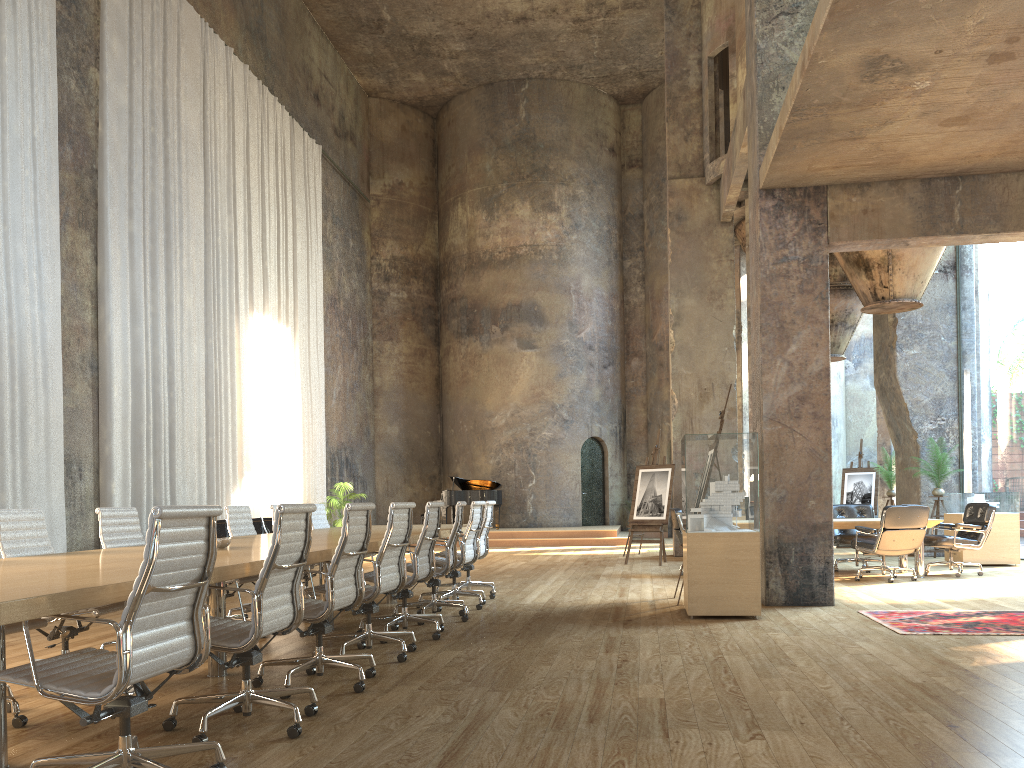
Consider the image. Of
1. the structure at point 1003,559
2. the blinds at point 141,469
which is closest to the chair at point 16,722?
the blinds at point 141,469

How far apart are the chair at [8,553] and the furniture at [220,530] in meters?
7.4

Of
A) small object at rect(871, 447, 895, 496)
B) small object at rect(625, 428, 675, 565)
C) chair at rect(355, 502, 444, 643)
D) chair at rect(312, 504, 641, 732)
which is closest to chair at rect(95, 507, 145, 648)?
chair at rect(355, 502, 444, 643)

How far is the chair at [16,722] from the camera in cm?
397

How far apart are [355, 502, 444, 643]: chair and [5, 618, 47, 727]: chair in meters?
2.5 m

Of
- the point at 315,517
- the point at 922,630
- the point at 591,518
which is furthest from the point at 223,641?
the point at 591,518

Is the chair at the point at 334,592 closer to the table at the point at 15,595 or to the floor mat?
the table at the point at 15,595

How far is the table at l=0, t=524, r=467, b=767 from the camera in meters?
2.6 m

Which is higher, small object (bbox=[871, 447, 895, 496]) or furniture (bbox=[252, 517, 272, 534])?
small object (bbox=[871, 447, 895, 496])

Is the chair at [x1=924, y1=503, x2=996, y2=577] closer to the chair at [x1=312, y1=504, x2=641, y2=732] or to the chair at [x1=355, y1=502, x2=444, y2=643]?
the chair at [x1=355, y1=502, x2=444, y2=643]
